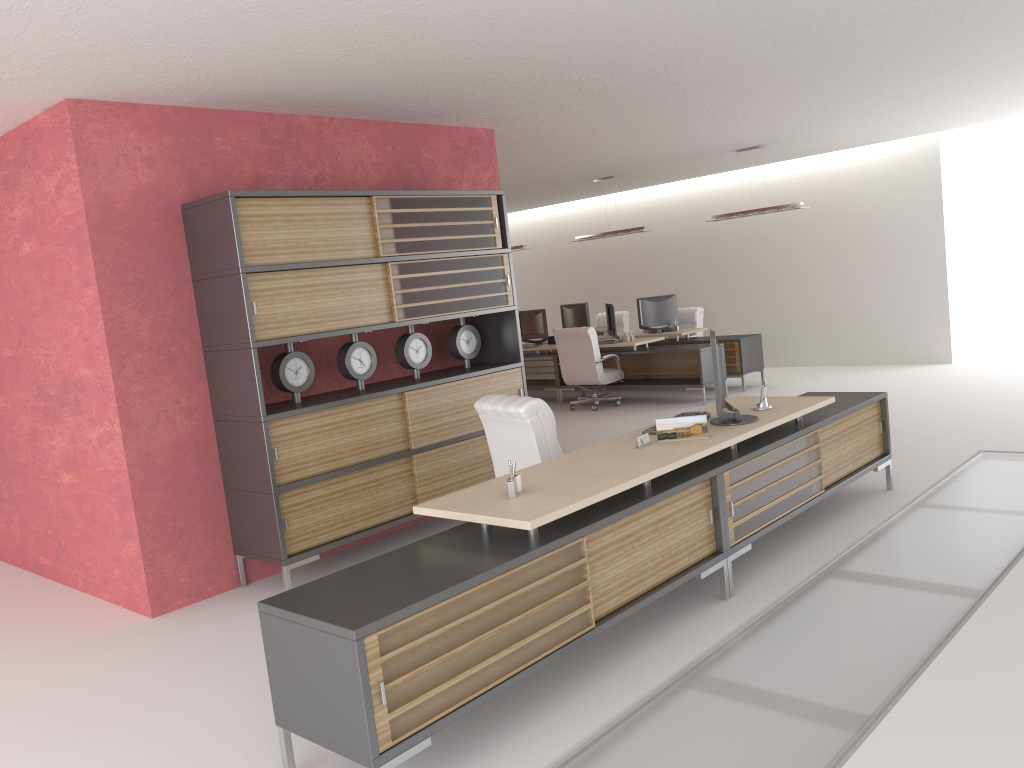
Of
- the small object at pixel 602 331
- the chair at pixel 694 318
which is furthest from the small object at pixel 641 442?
the small object at pixel 602 331

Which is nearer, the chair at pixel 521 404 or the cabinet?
the chair at pixel 521 404

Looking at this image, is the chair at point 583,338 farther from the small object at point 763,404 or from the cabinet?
the small object at point 763,404

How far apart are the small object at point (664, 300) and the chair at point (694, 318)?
0.7 meters

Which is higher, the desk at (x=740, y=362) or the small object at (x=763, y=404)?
the small object at (x=763, y=404)

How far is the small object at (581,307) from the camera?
20.30m

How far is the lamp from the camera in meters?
15.7 m

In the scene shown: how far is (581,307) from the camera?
20.3m

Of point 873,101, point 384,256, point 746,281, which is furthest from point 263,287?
point 746,281

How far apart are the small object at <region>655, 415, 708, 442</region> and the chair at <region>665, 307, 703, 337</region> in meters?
12.9 m
